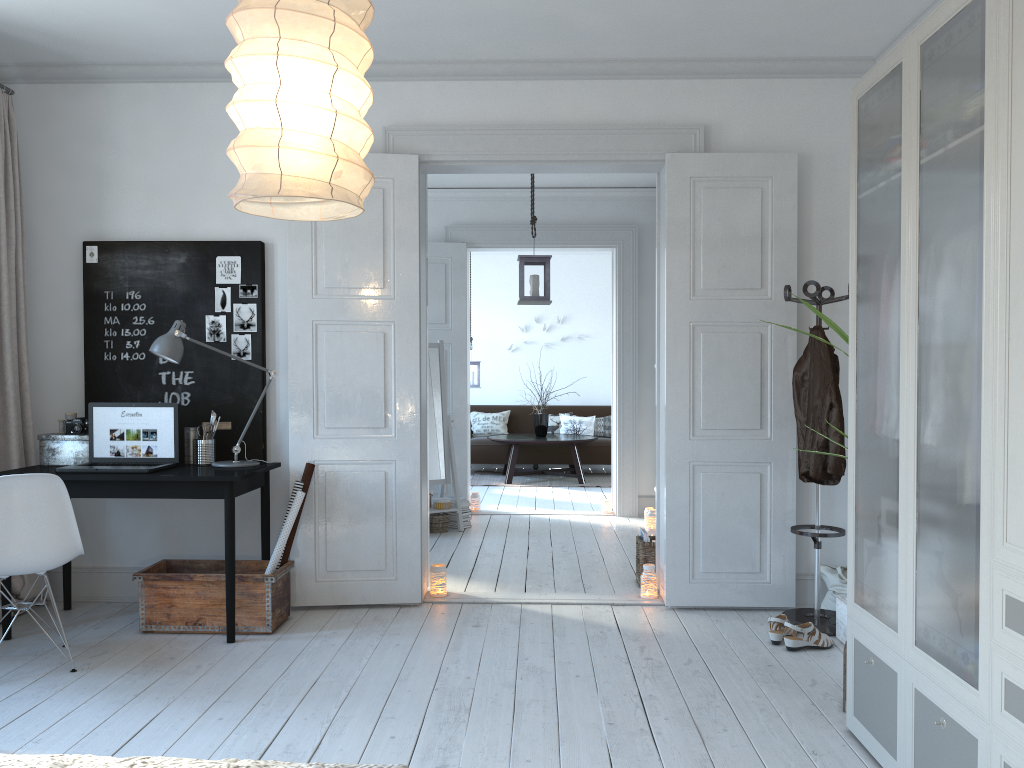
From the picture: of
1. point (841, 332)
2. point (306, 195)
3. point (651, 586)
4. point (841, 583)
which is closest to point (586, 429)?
point (651, 586)

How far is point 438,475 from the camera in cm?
694

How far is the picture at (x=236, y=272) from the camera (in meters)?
4.64

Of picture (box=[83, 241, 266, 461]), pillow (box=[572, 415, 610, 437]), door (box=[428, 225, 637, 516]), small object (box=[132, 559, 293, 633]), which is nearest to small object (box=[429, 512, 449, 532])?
door (box=[428, 225, 637, 516])

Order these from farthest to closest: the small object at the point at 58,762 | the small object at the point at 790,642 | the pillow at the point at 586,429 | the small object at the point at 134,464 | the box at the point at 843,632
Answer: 1. the pillow at the point at 586,429
2. the small object at the point at 134,464
3. the box at the point at 843,632
4. the small object at the point at 790,642
5. the small object at the point at 58,762

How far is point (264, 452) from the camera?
4.7 meters

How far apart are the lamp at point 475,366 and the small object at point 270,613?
6.04m

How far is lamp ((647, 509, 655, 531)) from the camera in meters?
6.9 m

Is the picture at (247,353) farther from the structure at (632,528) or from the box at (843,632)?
the structure at (632,528)

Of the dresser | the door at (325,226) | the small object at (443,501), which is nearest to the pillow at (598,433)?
the small object at (443,501)
